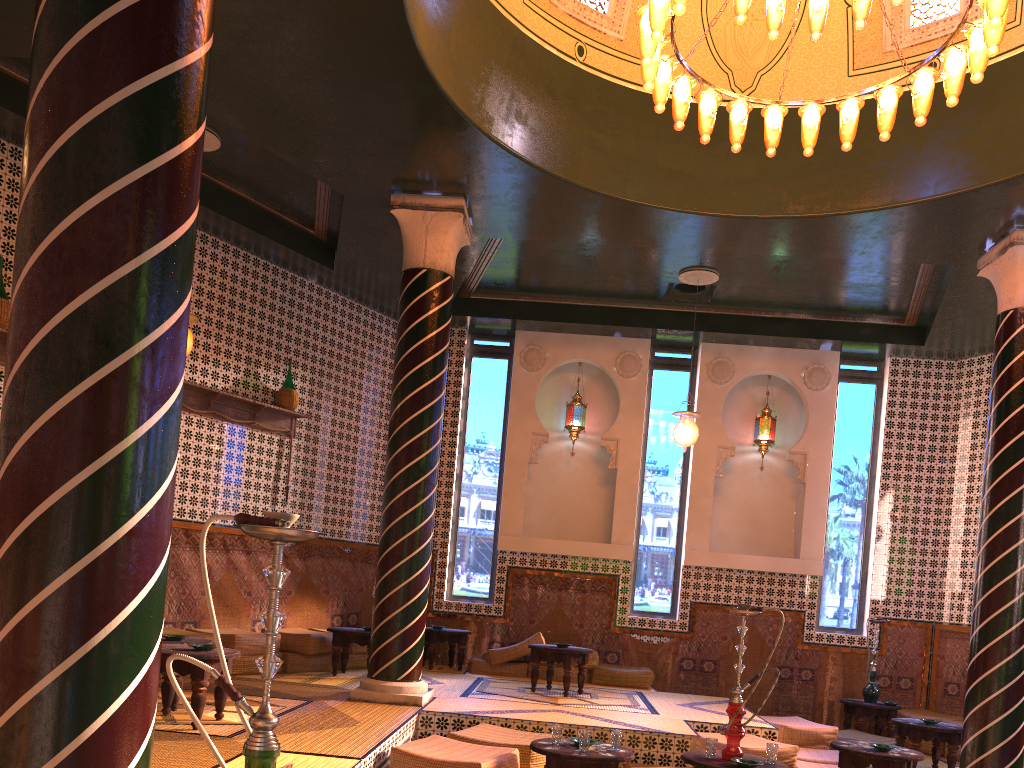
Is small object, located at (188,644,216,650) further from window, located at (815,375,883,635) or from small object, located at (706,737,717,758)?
window, located at (815,375,883,635)

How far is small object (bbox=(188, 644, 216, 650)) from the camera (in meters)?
6.55

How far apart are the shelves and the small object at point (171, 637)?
3.72m

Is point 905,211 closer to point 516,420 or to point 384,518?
point 384,518

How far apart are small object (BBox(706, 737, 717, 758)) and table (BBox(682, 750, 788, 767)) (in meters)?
0.05

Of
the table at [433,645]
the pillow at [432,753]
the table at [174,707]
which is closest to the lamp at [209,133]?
the table at [174,707]

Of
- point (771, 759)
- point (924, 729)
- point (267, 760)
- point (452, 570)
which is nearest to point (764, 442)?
point (924, 729)

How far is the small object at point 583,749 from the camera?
6.3m

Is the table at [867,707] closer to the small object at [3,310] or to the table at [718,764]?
the table at [718,764]

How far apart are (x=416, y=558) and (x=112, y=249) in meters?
6.3 m
